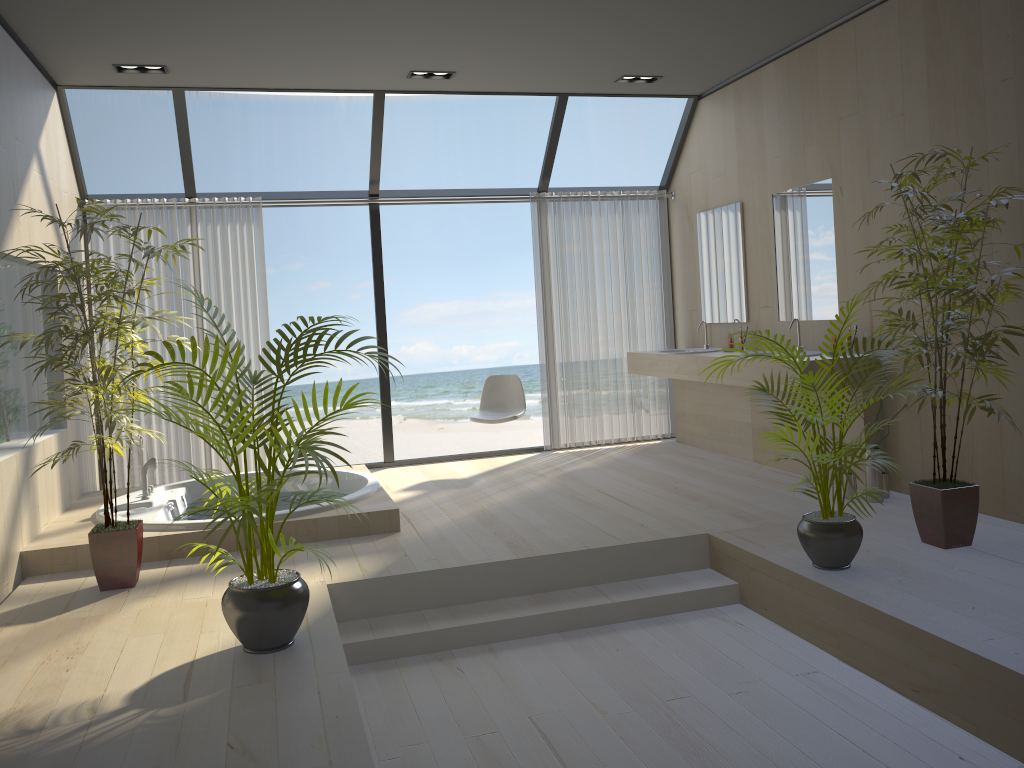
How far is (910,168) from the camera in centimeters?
469cm

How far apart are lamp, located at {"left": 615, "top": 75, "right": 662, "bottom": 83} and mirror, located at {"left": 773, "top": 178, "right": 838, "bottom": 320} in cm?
123

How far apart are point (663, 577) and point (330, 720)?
2.1 meters

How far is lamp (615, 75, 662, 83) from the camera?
6.24m

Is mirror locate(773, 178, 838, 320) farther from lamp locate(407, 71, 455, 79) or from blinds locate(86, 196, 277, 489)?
blinds locate(86, 196, 277, 489)

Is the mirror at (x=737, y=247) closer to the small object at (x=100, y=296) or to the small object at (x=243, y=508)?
the small object at (x=243, y=508)

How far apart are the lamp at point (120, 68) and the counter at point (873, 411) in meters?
3.9 m

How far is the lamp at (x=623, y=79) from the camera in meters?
6.2

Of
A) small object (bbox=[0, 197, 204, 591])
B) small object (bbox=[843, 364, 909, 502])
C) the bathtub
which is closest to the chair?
the bathtub

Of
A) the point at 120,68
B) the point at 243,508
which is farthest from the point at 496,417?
the point at 243,508
